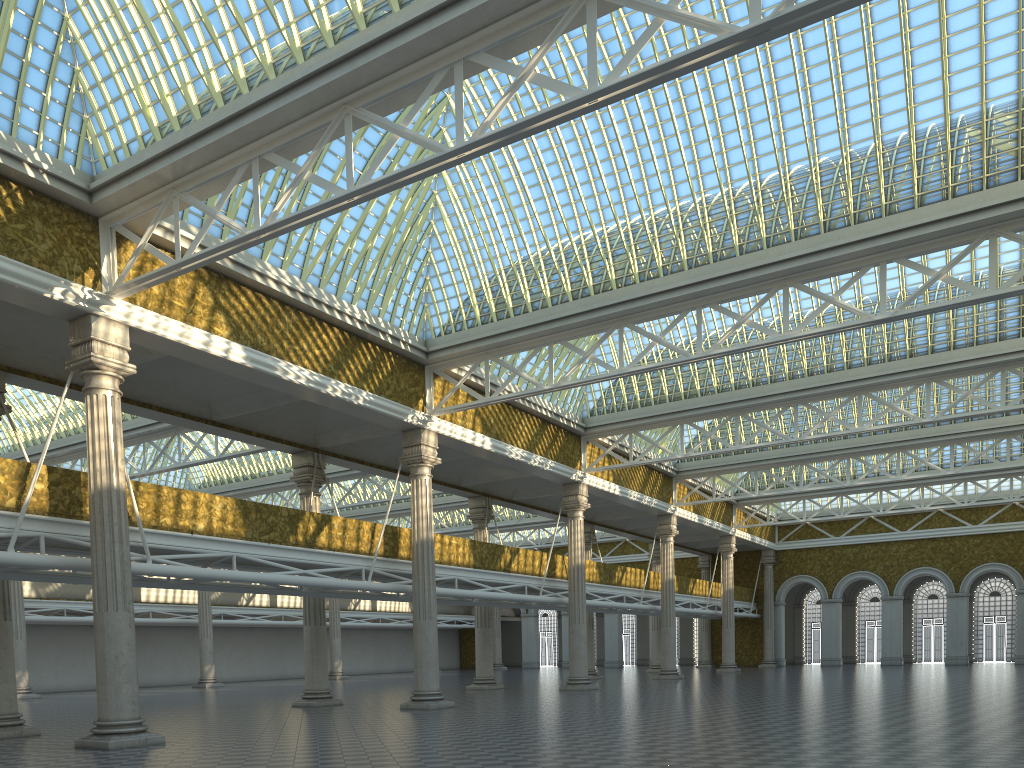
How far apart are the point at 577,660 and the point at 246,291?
20.61m
